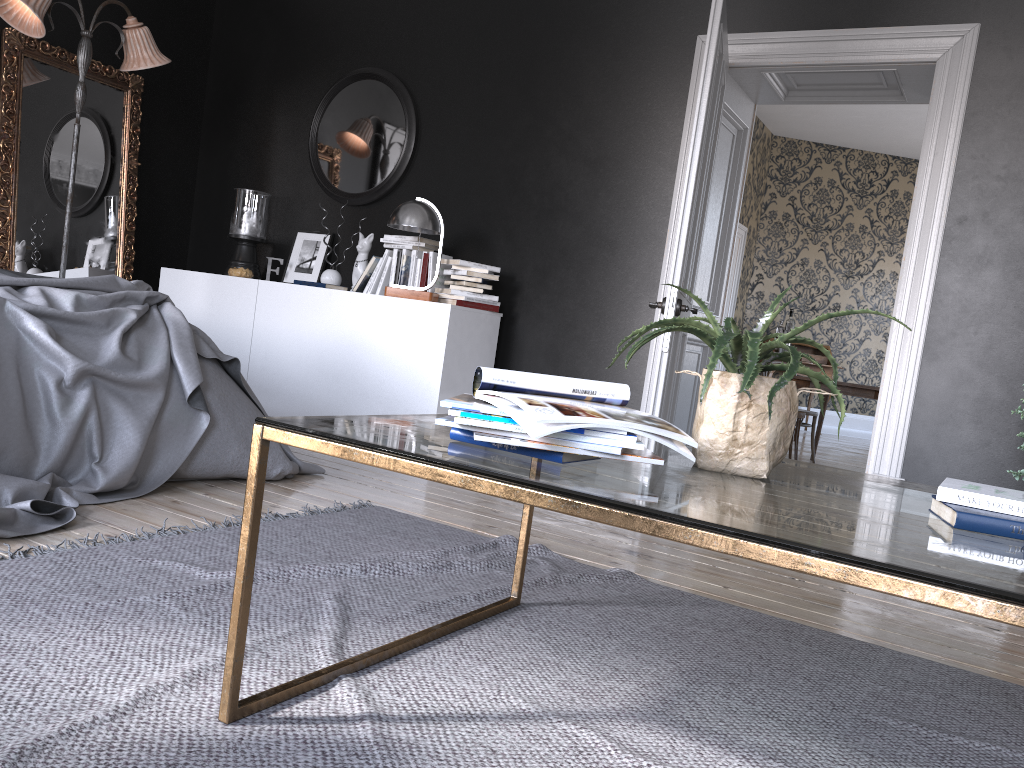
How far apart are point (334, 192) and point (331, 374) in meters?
1.5

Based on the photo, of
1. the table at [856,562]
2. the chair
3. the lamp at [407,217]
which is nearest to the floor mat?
the table at [856,562]

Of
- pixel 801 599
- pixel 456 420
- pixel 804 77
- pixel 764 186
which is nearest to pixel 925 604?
pixel 801 599

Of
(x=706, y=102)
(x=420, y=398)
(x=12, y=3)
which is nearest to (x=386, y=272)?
(x=420, y=398)

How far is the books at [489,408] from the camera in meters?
1.5

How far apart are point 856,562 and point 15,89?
6.0 meters

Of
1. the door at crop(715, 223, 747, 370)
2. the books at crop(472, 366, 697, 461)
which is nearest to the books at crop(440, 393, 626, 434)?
the books at crop(472, 366, 697, 461)

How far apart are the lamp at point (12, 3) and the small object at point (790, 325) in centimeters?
865cm

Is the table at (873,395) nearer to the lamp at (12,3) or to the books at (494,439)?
the lamp at (12,3)

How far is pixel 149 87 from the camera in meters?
6.4
